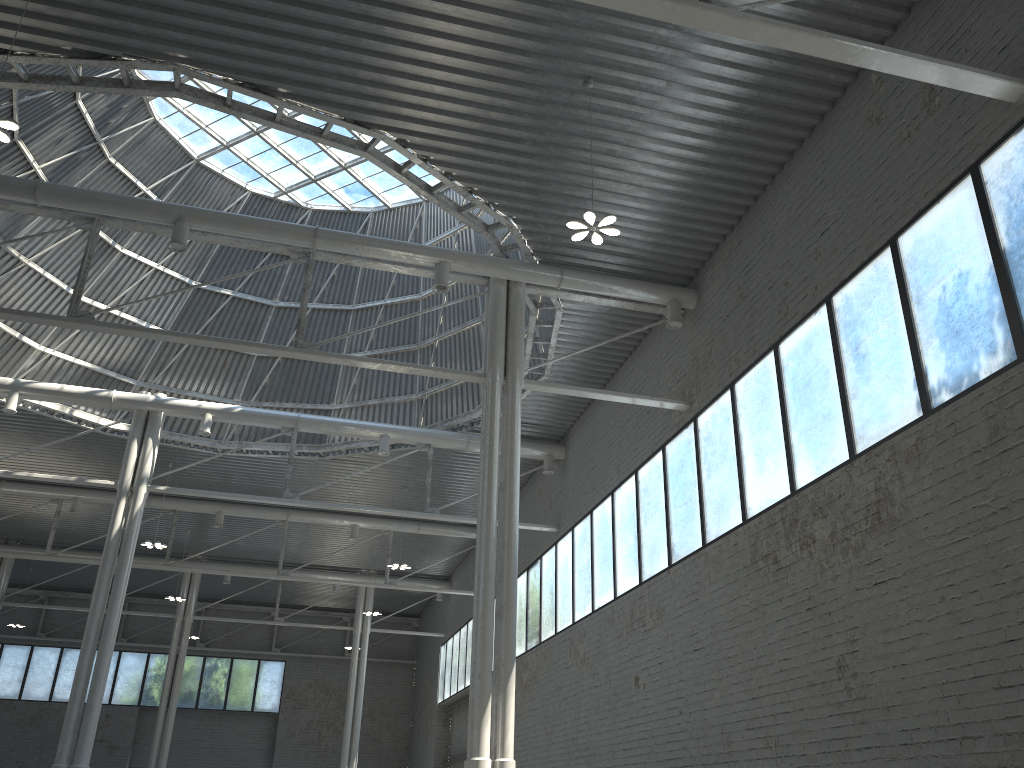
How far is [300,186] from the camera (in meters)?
39.69

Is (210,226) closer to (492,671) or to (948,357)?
(948,357)
